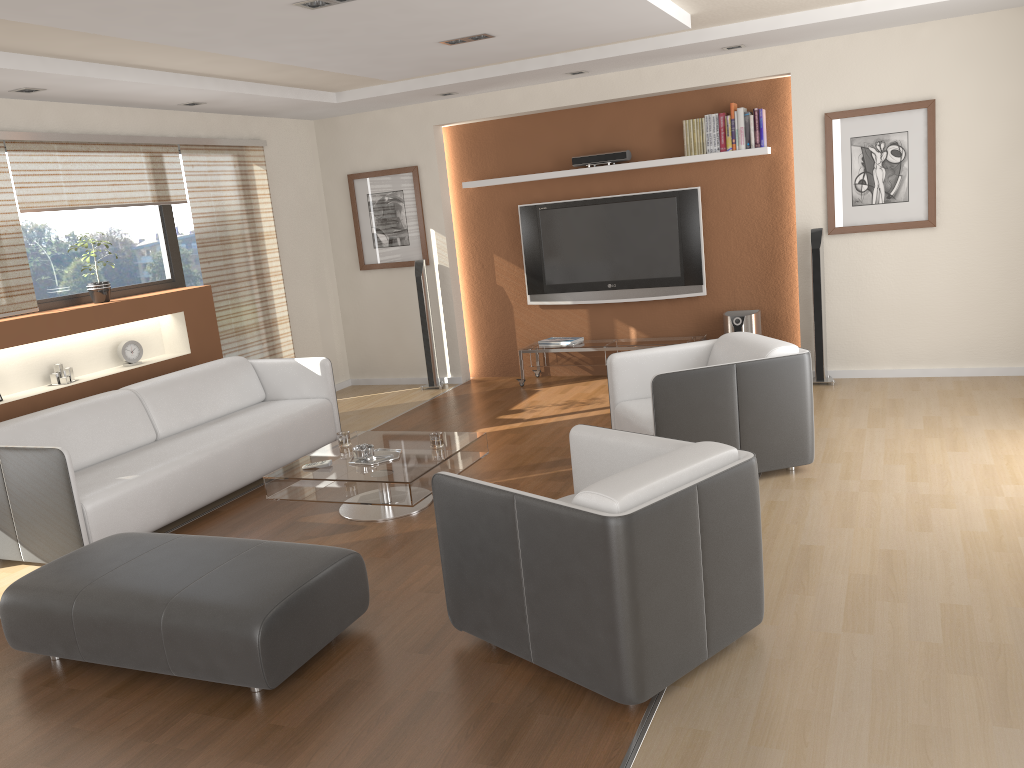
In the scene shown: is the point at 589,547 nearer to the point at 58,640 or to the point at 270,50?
the point at 58,640

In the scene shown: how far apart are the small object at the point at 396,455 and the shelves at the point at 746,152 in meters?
3.5

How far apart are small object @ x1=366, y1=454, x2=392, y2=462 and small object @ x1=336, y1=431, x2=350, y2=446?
0.5 meters

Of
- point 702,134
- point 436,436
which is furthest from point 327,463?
point 702,134

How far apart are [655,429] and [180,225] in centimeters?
442cm

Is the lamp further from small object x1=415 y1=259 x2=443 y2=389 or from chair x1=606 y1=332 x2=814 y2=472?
small object x1=415 y1=259 x2=443 y2=389

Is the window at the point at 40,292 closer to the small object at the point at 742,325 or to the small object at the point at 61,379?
the small object at the point at 61,379

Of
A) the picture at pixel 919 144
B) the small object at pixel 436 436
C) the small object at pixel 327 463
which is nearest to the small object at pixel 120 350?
the small object at pixel 327 463

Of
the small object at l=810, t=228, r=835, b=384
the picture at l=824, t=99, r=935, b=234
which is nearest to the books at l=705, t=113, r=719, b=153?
the picture at l=824, t=99, r=935, b=234

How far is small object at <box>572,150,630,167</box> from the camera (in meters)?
7.25
